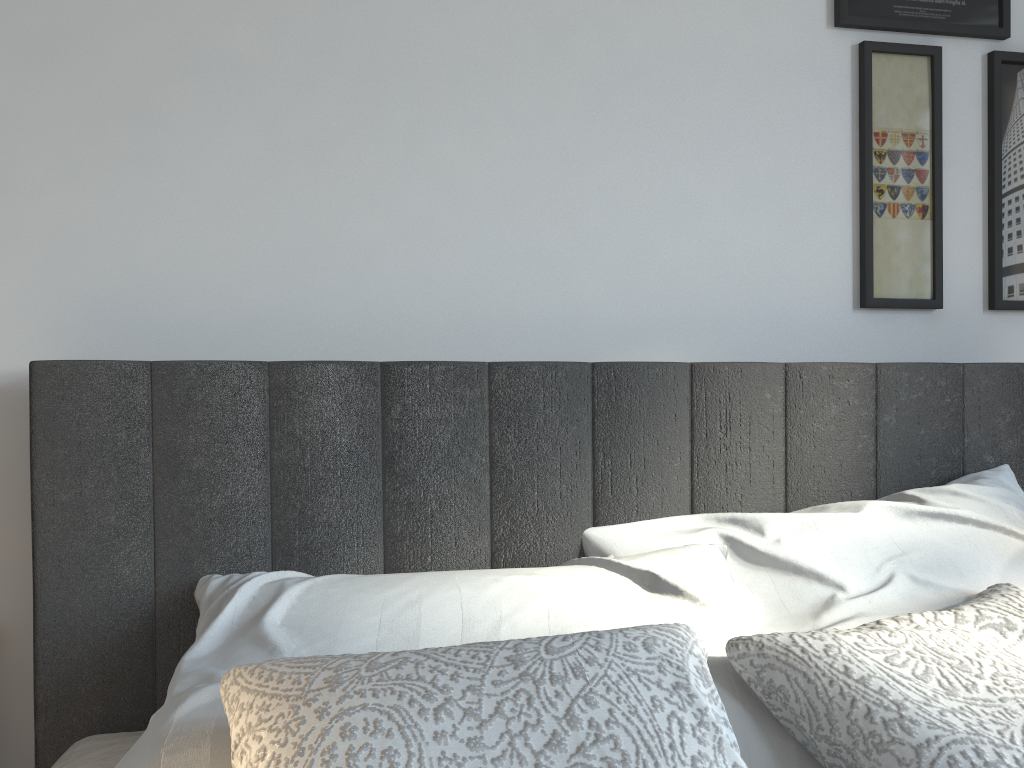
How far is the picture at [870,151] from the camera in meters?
1.7 m

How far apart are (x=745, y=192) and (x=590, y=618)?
0.91m

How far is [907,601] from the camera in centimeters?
125cm

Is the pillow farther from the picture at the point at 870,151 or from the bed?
the picture at the point at 870,151

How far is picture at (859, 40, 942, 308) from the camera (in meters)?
1.68

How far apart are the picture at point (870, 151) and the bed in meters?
0.2

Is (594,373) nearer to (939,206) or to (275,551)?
(275,551)

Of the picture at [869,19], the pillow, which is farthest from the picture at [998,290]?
the pillow

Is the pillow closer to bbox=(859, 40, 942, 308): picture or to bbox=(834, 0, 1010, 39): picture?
bbox=(859, 40, 942, 308): picture

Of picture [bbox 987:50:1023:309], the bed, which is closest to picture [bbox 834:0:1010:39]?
picture [bbox 987:50:1023:309]
